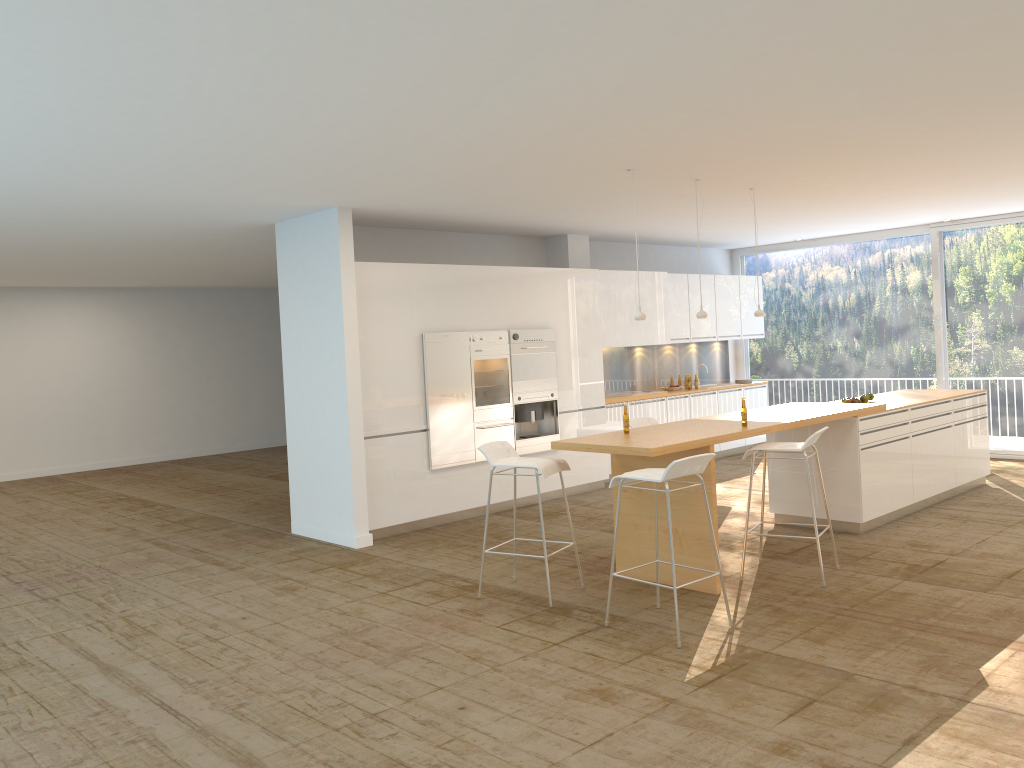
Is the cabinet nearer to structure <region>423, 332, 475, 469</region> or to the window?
structure <region>423, 332, 475, 469</region>

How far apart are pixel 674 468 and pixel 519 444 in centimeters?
436cm

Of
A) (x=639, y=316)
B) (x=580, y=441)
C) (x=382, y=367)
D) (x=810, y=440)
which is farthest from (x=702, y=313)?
(x=382, y=367)

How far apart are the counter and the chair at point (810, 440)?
0.10m

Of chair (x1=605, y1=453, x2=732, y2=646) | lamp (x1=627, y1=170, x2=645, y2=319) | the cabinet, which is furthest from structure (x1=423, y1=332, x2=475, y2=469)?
chair (x1=605, y1=453, x2=732, y2=646)

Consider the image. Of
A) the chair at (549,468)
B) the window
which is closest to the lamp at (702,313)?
the chair at (549,468)

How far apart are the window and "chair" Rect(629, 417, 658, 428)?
5.8 meters

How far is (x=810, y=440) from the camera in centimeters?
601cm

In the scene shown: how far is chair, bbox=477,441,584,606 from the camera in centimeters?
592cm

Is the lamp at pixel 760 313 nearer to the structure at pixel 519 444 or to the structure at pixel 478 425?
the structure at pixel 519 444
